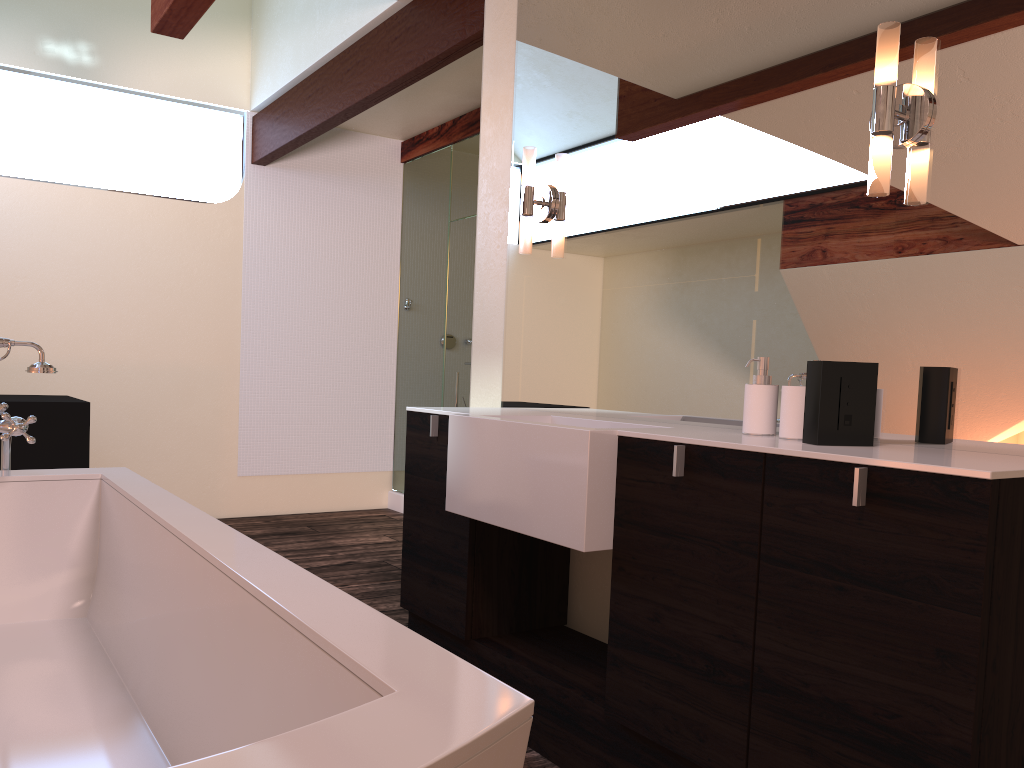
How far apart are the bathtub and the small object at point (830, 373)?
0.9 meters

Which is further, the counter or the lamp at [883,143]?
the lamp at [883,143]

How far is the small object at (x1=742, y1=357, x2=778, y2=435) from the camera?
1.93m

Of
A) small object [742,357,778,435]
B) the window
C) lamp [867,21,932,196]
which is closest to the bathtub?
small object [742,357,778,435]

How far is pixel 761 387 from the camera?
1.93m

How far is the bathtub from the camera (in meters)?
0.79

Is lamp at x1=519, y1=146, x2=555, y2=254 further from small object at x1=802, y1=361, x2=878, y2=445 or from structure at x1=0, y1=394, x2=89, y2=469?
structure at x1=0, y1=394, x2=89, y2=469

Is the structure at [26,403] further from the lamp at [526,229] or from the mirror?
the lamp at [526,229]

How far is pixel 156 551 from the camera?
1.79m

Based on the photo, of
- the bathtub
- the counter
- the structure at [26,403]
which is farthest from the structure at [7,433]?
the structure at [26,403]
